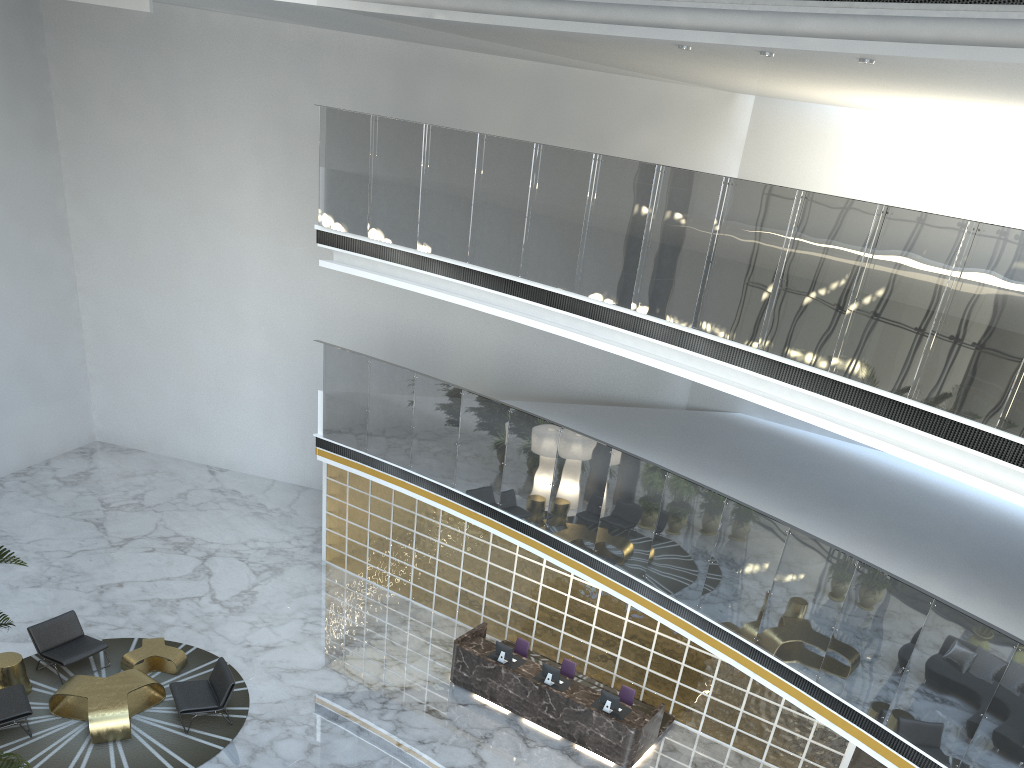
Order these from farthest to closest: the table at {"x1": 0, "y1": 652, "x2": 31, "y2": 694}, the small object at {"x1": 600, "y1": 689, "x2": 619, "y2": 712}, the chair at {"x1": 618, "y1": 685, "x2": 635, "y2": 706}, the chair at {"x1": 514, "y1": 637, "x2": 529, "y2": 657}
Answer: the chair at {"x1": 514, "y1": 637, "x2": 529, "y2": 657} < the chair at {"x1": 618, "y1": 685, "x2": 635, "y2": 706} < the small object at {"x1": 600, "y1": 689, "x2": 619, "y2": 712} < the table at {"x1": 0, "y1": 652, "x2": 31, "y2": 694}

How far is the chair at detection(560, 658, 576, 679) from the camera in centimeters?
1151cm

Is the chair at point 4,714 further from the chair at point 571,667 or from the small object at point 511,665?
the chair at point 571,667

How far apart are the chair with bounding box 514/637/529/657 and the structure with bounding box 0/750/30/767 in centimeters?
704cm

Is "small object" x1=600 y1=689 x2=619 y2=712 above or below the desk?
above

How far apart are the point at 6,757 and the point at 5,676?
6.3m

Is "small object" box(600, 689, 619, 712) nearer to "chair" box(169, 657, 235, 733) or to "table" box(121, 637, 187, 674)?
"chair" box(169, 657, 235, 733)

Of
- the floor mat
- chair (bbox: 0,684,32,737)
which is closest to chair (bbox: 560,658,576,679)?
the floor mat

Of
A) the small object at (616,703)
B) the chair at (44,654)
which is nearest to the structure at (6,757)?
the chair at (44,654)

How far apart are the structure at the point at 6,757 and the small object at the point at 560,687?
6.6 meters
